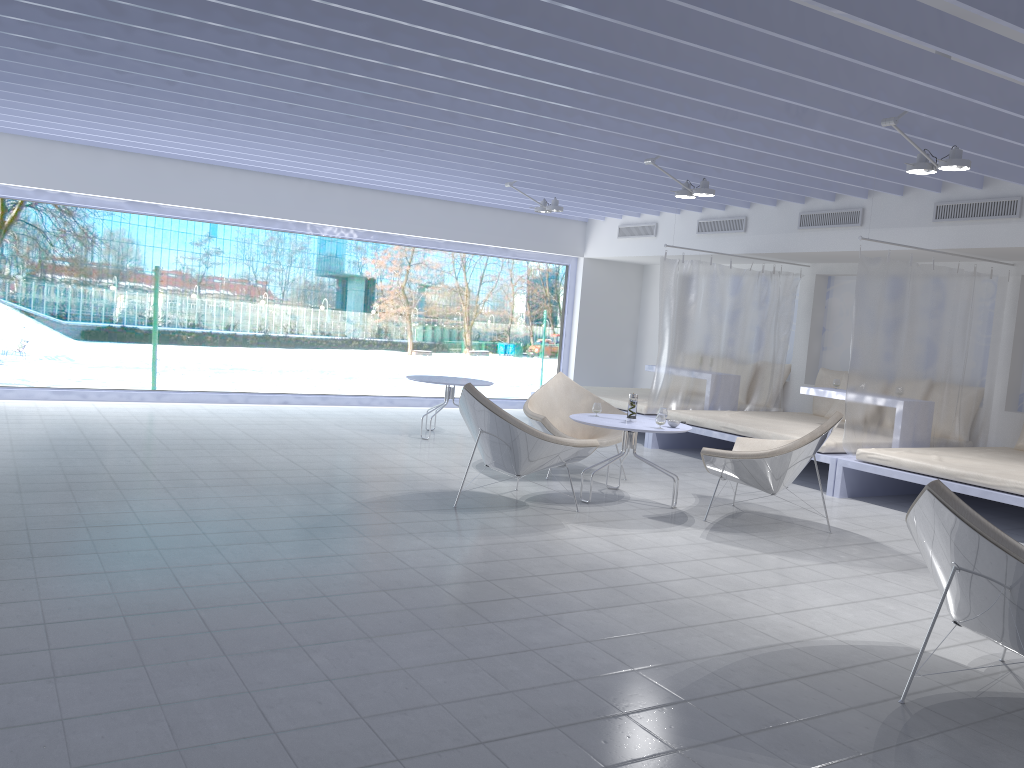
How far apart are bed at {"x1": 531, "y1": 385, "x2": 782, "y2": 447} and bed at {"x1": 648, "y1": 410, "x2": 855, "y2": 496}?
0.3m

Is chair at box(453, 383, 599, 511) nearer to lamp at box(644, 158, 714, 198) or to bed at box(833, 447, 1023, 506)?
bed at box(833, 447, 1023, 506)

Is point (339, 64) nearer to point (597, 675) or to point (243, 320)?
point (597, 675)

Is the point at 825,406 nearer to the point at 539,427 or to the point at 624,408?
the point at 624,408

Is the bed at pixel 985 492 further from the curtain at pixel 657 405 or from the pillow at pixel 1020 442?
the curtain at pixel 657 405

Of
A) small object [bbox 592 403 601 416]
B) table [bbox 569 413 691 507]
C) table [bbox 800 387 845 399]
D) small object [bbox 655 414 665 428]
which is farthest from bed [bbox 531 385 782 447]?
small object [bbox 655 414 665 428]

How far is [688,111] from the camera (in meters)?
5.33

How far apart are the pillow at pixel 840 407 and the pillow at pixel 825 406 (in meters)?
0.19

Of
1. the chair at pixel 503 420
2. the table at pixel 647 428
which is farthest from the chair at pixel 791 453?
the chair at pixel 503 420

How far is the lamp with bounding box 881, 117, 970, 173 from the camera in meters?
5.1 m
